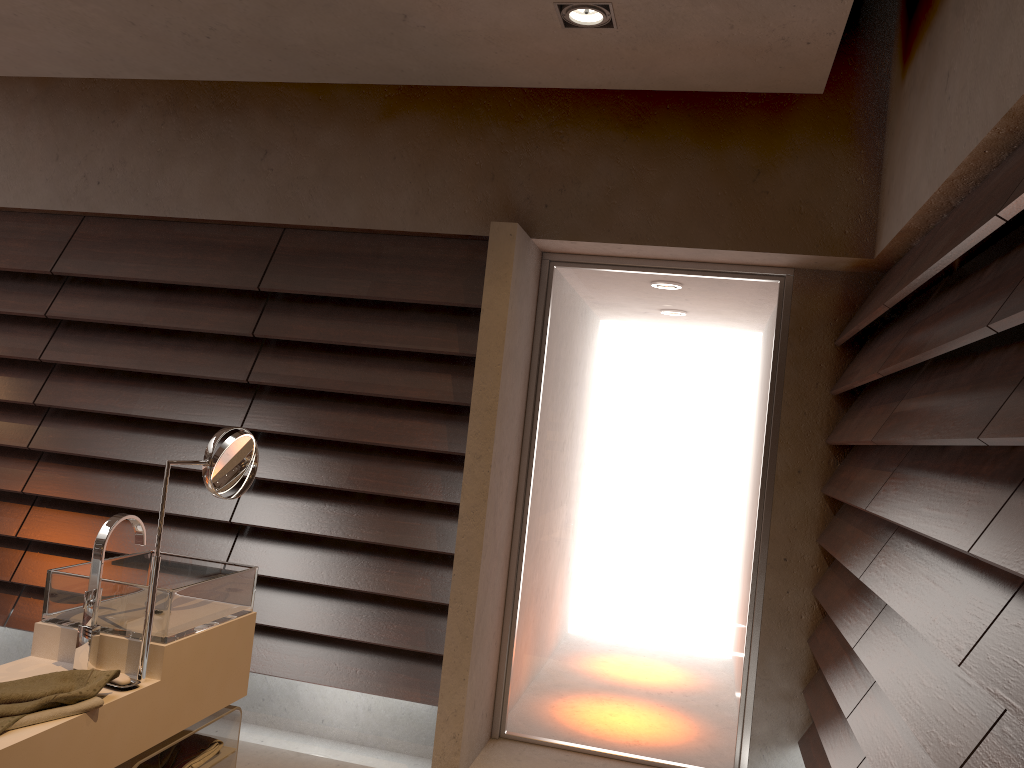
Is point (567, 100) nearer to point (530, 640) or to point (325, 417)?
point (325, 417)

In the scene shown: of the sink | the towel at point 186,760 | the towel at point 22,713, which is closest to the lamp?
the sink

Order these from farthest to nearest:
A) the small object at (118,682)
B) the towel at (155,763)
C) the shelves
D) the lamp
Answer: the lamp, the towel at (155,763), the shelves, the small object at (118,682)

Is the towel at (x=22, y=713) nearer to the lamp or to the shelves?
the shelves

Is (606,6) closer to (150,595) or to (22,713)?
(150,595)

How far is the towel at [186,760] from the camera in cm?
227

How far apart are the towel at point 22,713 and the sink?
0.2m

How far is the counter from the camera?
1.71m

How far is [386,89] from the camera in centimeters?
362cm

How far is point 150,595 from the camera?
2.01m
